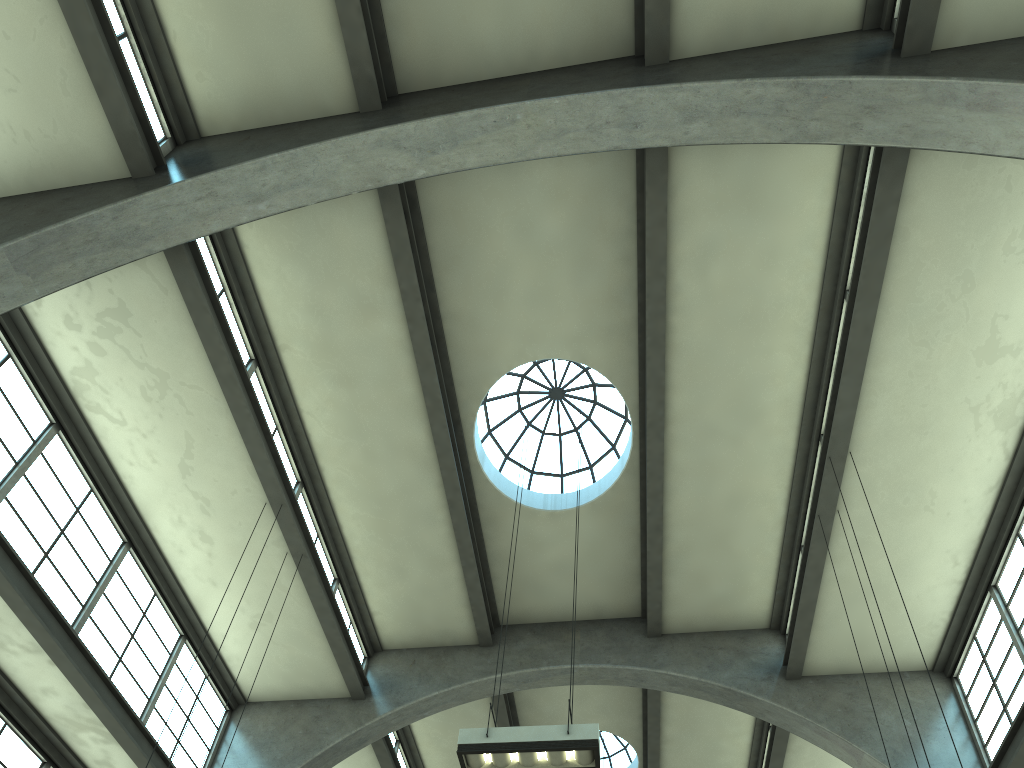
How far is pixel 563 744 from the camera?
7.6m

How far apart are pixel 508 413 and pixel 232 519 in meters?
5.2

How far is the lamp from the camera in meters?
7.6

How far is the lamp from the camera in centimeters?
764cm
